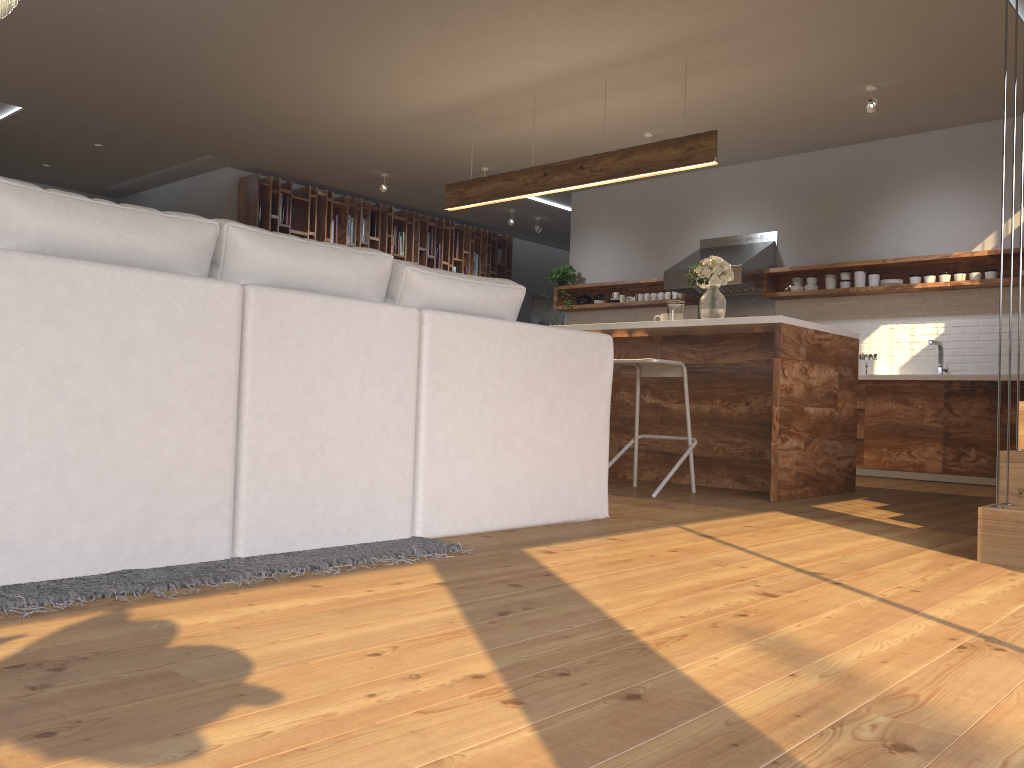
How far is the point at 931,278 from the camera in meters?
7.0

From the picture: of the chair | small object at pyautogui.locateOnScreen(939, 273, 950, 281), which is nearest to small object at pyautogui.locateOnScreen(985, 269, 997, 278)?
small object at pyautogui.locateOnScreen(939, 273, 950, 281)

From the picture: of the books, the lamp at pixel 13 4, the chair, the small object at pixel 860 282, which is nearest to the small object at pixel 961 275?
the small object at pixel 860 282

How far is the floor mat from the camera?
1.9m

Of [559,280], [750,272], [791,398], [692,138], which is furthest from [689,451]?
[559,280]

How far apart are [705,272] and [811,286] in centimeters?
261cm

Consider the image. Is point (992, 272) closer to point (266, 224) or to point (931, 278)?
point (931, 278)

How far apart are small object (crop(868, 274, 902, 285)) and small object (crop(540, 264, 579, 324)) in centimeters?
316cm

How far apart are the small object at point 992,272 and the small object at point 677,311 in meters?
2.8 m

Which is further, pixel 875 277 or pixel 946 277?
pixel 875 277
